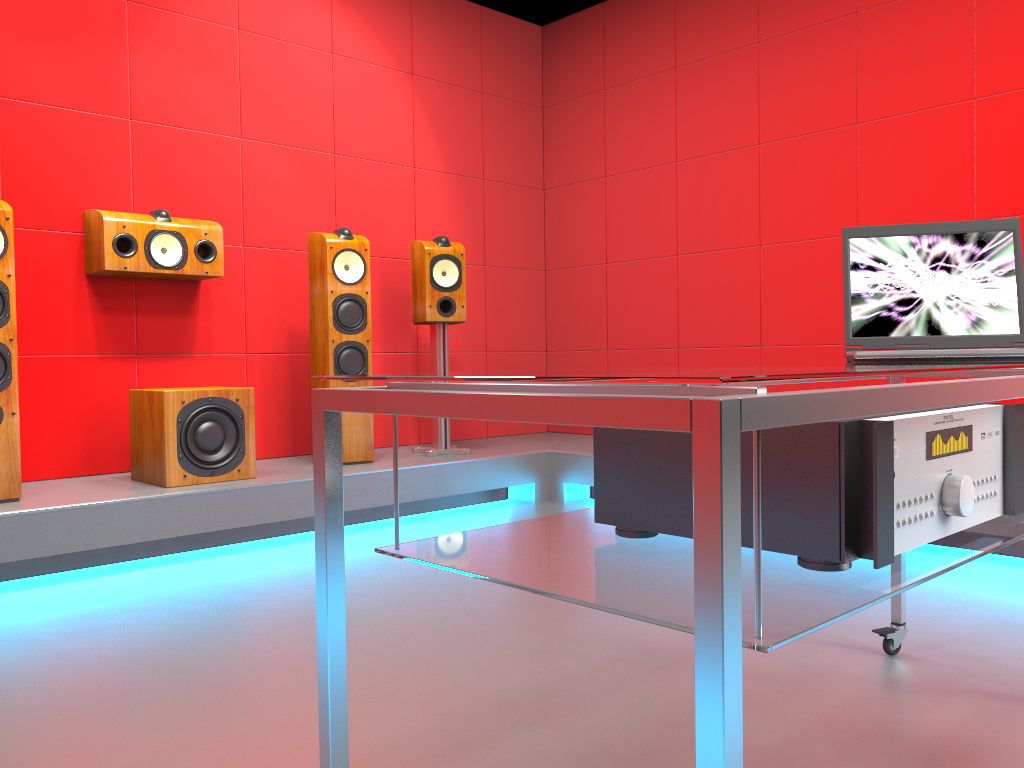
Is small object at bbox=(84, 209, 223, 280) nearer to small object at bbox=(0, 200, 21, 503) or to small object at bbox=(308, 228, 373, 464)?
small object at bbox=(308, 228, 373, 464)

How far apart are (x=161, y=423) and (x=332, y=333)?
0.9 meters

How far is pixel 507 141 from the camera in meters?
5.3

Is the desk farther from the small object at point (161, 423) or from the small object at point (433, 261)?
the small object at point (433, 261)

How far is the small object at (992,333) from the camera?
1.8m

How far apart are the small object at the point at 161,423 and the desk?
2.4m

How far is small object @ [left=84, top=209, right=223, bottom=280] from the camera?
3.5m

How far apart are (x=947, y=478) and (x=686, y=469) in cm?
29

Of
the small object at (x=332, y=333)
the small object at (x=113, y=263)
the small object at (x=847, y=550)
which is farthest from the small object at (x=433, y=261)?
the small object at (x=847, y=550)

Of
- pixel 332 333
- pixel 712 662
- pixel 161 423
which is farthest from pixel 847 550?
pixel 332 333
